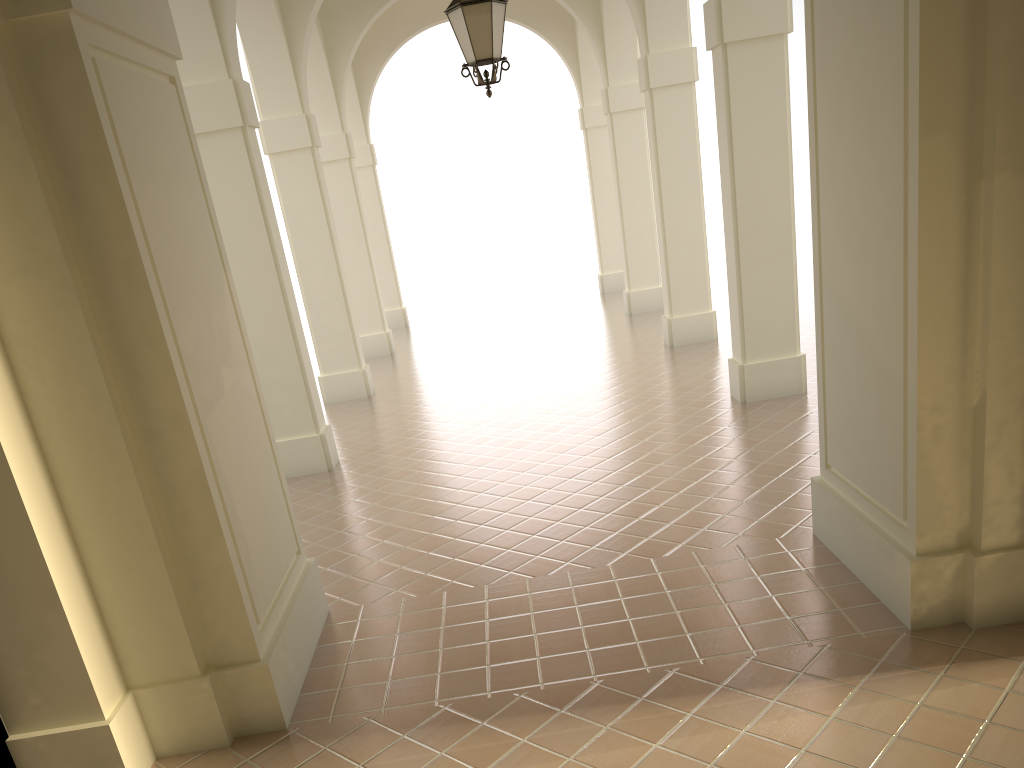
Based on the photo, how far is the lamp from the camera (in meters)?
7.09

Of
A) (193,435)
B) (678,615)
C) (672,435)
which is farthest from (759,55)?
(193,435)

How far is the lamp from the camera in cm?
709

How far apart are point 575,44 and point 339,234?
7.4m
